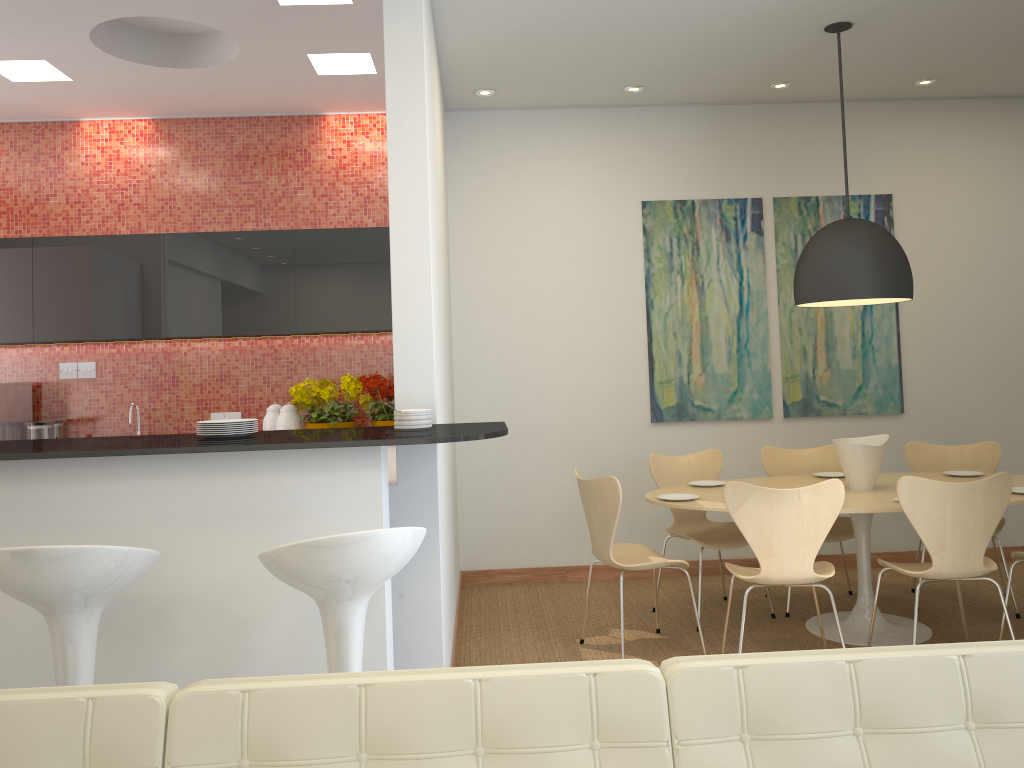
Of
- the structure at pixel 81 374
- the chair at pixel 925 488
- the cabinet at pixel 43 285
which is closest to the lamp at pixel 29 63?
the cabinet at pixel 43 285

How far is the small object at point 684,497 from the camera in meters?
4.6 m

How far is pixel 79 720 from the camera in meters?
1.4

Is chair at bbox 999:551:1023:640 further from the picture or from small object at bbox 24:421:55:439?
small object at bbox 24:421:55:439

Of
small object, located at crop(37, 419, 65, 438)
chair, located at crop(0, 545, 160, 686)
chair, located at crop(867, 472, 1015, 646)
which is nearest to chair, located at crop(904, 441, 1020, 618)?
chair, located at crop(867, 472, 1015, 646)

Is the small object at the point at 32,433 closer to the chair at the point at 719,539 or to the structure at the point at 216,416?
the structure at the point at 216,416

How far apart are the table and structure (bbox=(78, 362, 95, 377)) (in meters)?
3.73

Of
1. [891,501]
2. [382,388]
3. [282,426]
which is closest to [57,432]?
[282,426]

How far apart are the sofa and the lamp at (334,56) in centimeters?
409cm

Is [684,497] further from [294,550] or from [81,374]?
[81,374]
